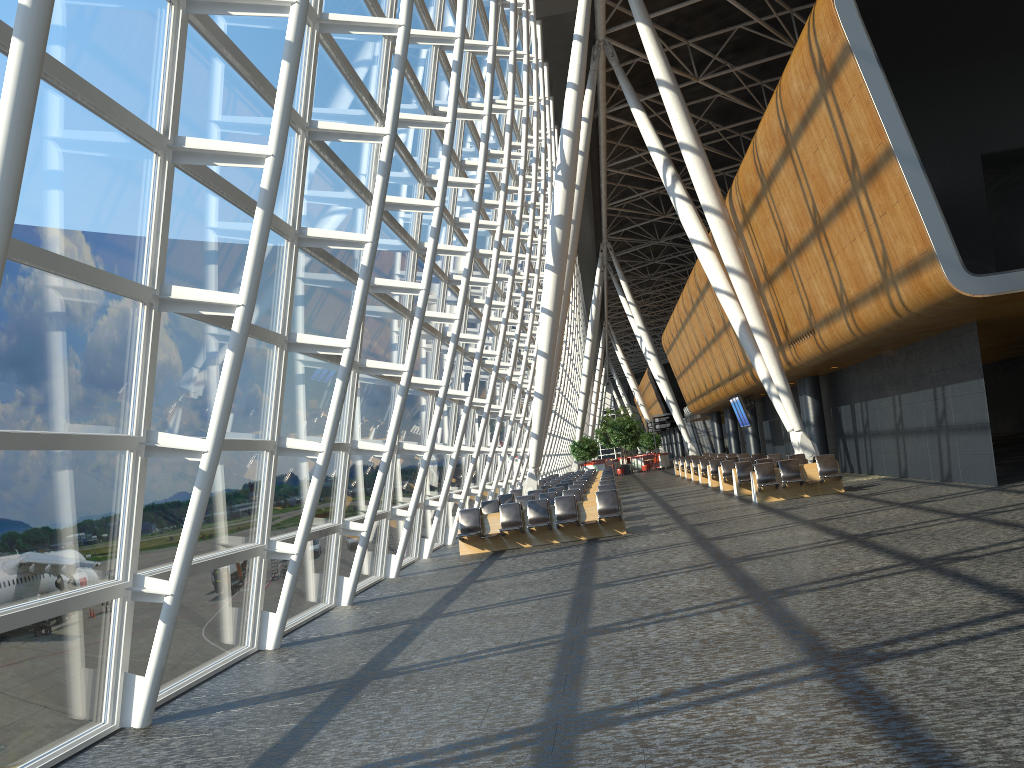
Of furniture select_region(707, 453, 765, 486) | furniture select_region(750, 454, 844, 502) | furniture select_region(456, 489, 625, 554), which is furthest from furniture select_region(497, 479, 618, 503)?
furniture select_region(707, 453, 765, 486)

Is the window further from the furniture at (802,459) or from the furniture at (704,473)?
the furniture at (704,473)

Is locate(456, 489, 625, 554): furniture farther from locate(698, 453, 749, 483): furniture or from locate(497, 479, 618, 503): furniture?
locate(698, 453, 749, 483): furniture

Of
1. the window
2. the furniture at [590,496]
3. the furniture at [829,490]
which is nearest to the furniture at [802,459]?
the furniture at [829,490]

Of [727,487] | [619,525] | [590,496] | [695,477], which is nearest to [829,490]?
[590,496]

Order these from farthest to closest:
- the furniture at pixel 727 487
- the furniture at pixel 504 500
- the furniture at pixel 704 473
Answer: the furniture at pixel 704 473
the furniture at pixel 727 487
the furniture at pixel 504 500

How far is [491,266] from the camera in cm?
1754

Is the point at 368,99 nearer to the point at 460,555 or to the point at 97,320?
the point at 97,320

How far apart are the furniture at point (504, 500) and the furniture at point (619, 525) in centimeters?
558cm

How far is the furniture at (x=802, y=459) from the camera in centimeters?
2253cm
